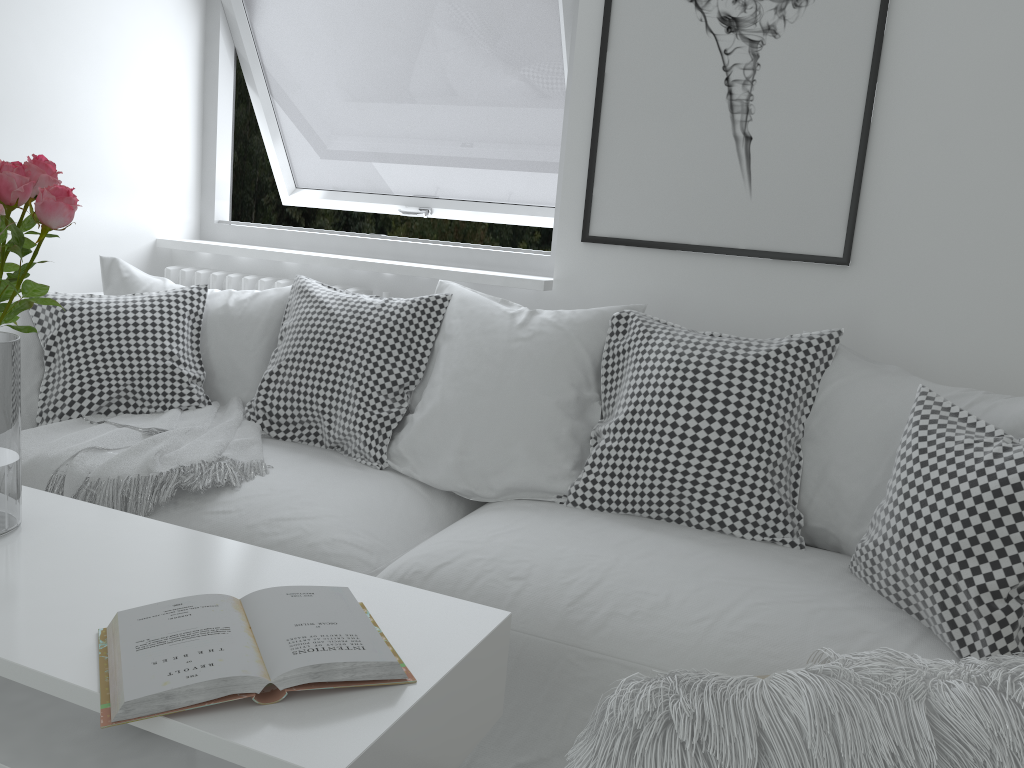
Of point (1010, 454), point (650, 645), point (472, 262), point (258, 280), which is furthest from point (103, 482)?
point (1010, 454)

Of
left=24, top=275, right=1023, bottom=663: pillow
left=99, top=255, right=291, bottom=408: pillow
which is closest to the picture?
left=24, top=275, right=1023, bottom=663: pillow

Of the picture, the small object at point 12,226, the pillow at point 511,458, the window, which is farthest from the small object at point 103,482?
the picture

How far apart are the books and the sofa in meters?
0.4

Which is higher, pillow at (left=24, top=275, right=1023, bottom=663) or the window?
the window

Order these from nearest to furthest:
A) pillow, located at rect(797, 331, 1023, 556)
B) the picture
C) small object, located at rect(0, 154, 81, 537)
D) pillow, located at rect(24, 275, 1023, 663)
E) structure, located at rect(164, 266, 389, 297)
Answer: small object, located at rect(0, 154, 81, 537) < pillow, located at rect(24, 275, 1023, 663) < pillow, located at rect(797, 331, 1023, 556) < the picture < structure, located at rect(164, 266, 389, 297)

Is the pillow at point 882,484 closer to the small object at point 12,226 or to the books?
the books

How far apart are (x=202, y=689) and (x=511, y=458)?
1.1m

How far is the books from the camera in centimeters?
95cm

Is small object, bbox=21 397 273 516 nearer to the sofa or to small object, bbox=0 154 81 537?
the sofa
